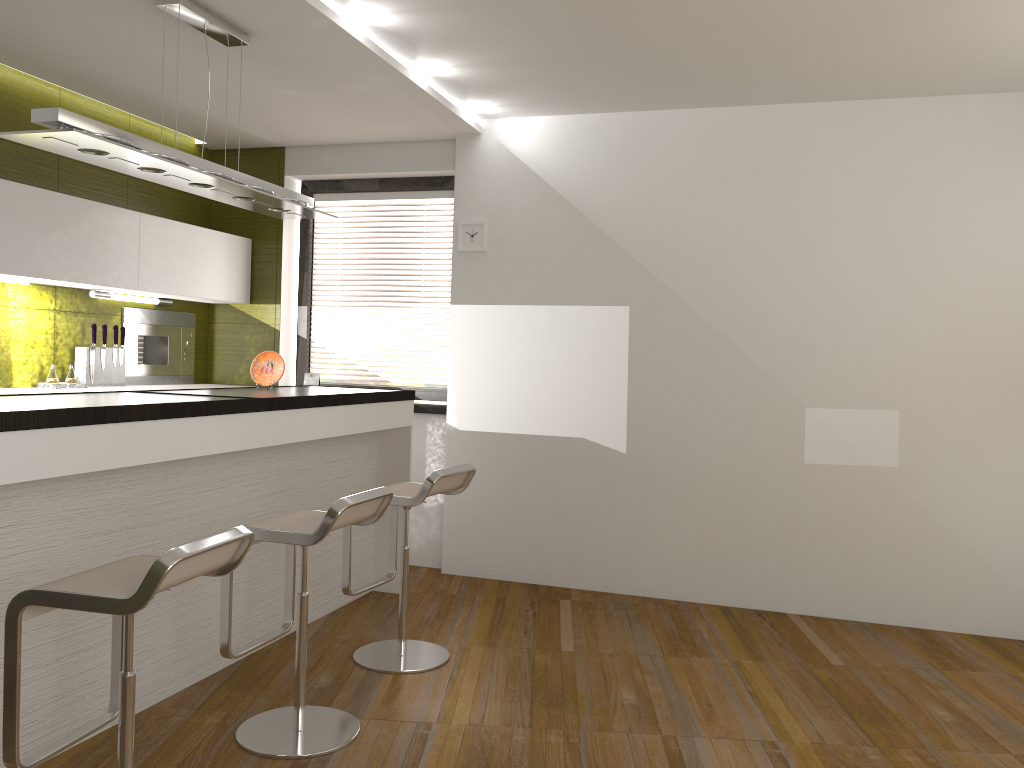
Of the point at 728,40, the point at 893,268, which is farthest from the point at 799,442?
the point at 728,40

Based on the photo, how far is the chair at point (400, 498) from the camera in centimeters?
366cm

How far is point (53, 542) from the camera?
2.80m

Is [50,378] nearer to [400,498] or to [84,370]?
[84,370]

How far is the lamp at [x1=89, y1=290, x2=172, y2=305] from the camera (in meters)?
4.93

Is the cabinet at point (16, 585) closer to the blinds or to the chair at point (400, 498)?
the chair at point (400, 498)

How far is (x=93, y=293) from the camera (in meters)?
4.93

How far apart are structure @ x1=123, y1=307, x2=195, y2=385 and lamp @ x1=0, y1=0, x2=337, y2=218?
1.53m

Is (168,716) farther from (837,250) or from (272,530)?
(837,250)

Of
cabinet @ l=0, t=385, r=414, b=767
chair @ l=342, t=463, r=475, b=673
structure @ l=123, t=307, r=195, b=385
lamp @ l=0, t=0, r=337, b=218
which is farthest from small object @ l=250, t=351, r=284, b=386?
structure @ l=123, t=307, r=195, b=385
